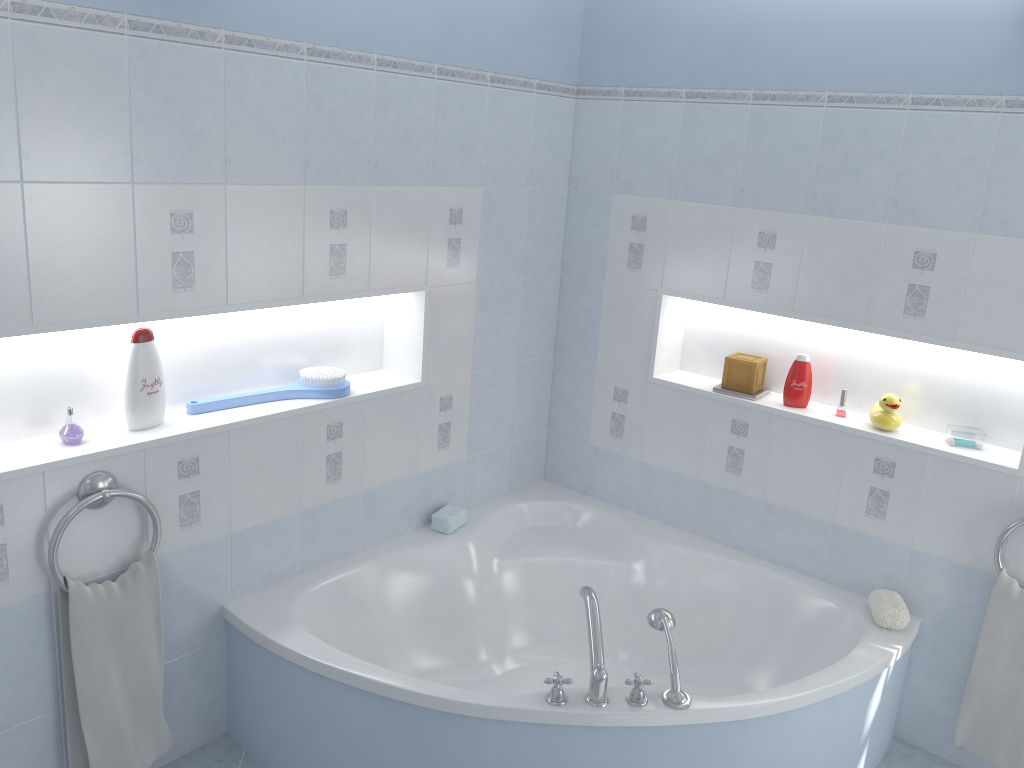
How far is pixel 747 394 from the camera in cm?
314

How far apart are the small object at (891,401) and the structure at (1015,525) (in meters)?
0.44

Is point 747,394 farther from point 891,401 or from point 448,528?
point 448,528

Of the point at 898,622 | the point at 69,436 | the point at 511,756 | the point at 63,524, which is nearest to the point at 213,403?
the point at 69,436

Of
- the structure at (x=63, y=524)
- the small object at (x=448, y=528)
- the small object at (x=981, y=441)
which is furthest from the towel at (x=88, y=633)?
the small object at (x=981, y=441)

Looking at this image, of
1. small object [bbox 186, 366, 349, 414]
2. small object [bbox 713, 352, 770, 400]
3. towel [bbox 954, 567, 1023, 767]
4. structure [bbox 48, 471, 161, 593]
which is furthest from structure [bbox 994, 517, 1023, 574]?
structure [bbox 48, 471, 161, 593]

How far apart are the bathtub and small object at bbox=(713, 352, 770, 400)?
0.6 meters

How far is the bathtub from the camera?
2.3m

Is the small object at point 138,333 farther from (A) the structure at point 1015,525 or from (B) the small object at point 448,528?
(A) the structure at point 1015,525

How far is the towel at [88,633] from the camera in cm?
224
